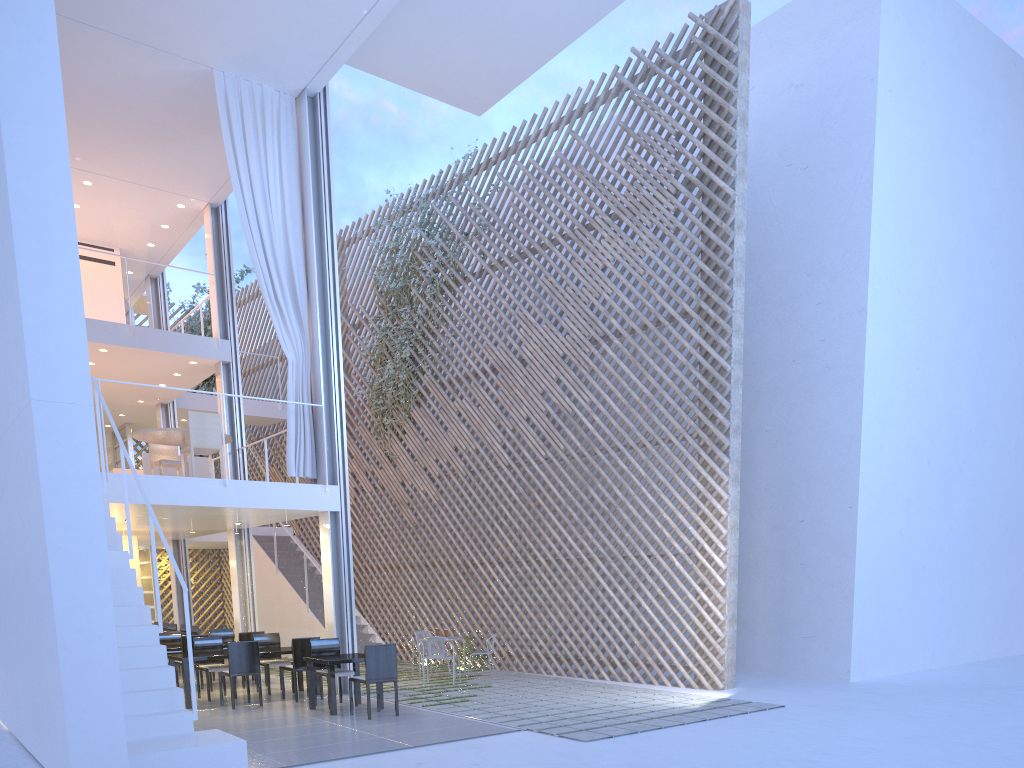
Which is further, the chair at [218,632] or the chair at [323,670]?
the chair at [218,632]

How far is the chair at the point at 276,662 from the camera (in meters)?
5.46

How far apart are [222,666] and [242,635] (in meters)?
0.60

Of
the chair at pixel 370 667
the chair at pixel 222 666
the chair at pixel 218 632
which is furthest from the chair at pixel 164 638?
the chair at pixel 370 667

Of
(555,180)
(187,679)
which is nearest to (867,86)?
(555,180)

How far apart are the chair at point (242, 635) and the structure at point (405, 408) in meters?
2.7

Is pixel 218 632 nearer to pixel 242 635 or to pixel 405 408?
pixel 242 635

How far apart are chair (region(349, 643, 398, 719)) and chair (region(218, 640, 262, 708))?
0.85m

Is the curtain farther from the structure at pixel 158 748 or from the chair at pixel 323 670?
the structure at pixel 158 748

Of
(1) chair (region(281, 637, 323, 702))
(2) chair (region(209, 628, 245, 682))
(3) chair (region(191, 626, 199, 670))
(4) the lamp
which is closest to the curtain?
(1) chair (region(281, 637, 323, 702))
